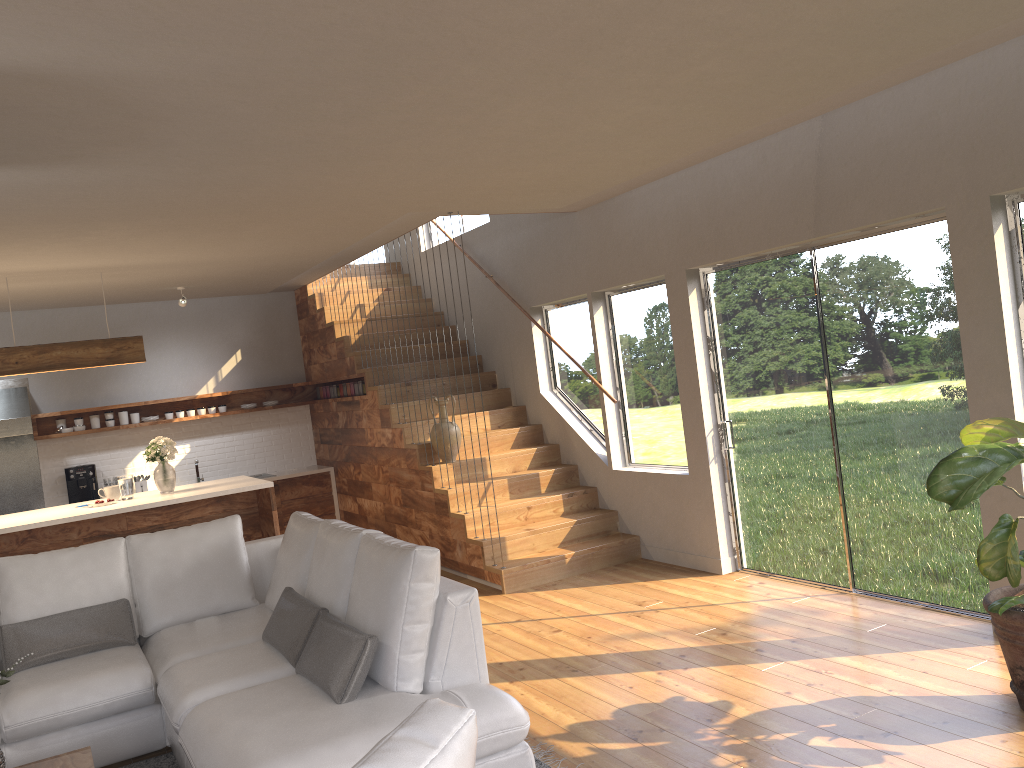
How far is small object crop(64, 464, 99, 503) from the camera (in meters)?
8.79

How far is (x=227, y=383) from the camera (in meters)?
9.79

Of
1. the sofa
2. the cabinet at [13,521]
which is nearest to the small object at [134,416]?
the cabinet at [13,521]

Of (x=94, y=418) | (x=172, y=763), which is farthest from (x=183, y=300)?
(x=172, y=763)

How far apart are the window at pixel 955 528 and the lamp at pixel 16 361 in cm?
432

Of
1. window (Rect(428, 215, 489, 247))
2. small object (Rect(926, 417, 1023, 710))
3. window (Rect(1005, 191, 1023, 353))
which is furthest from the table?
window (Rect(428, 215, 489, 247))

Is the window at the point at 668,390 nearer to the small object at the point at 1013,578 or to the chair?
the small object at the point at 1013,578

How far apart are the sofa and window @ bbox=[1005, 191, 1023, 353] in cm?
297

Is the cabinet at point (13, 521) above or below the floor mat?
above

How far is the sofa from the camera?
3.15m
